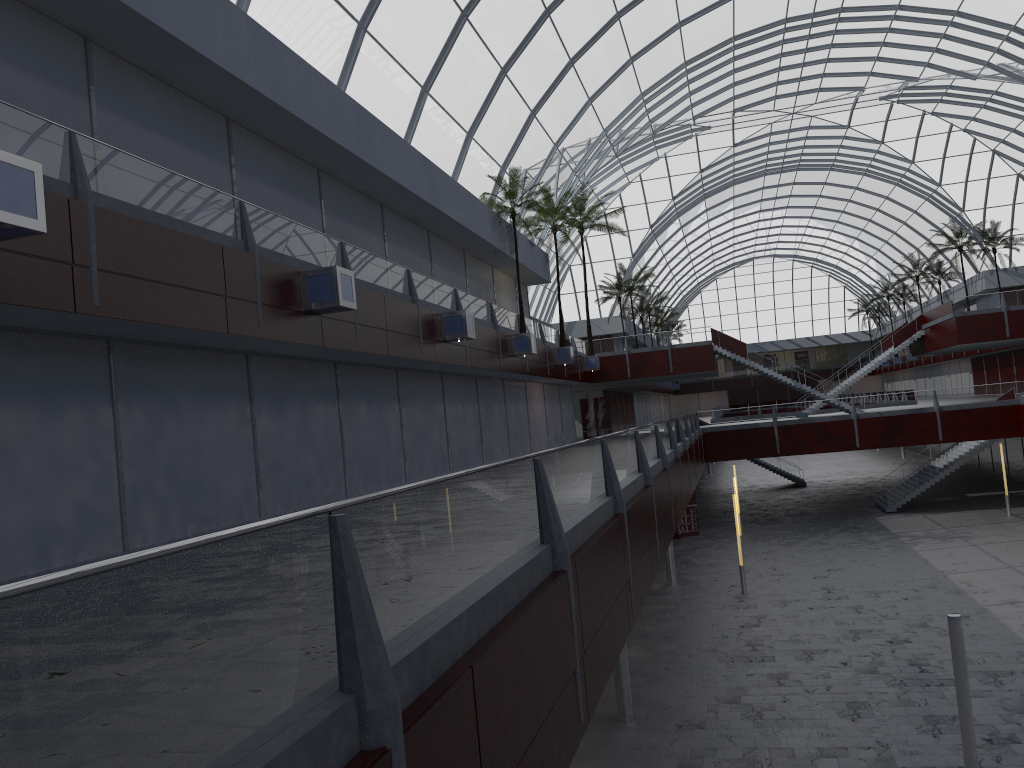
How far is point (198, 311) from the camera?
17.51m
